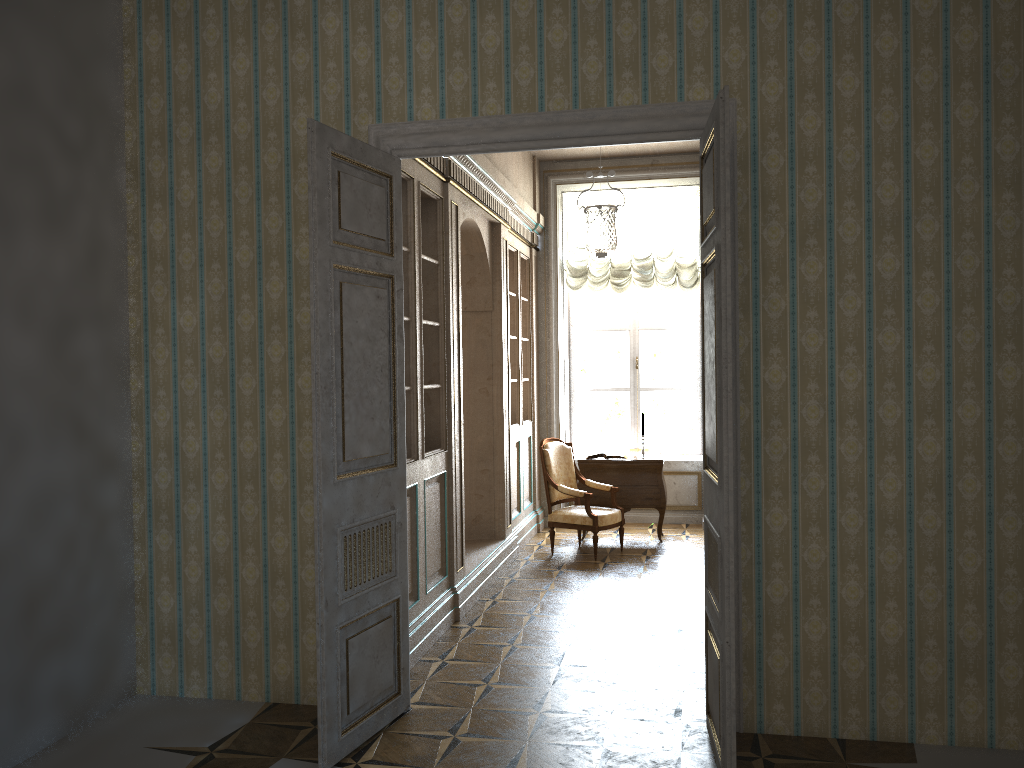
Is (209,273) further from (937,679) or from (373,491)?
(937,679)

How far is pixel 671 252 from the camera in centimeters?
924cm

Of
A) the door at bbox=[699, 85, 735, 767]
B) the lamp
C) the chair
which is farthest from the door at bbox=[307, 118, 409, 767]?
the chair

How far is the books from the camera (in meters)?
8.43

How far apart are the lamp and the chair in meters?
1.8

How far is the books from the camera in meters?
8.4 m

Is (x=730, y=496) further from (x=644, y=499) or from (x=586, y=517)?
(x=644, y=499)

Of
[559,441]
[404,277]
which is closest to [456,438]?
[404,277]

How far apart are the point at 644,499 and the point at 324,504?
5.13m

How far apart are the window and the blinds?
0.3 meters
